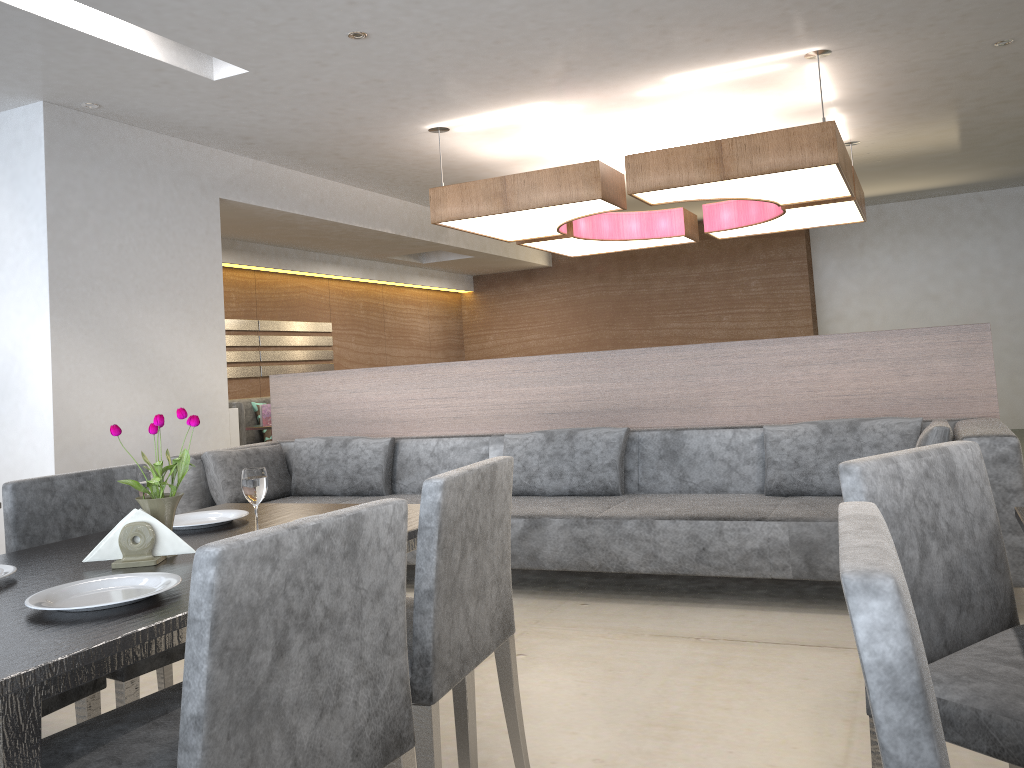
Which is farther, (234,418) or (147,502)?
(234,418)

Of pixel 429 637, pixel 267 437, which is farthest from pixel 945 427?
pixel 267 437

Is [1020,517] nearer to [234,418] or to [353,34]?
[353,34]

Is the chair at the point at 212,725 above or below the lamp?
below

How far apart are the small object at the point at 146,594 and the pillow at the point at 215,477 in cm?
308

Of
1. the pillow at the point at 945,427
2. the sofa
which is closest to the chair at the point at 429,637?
the sofa

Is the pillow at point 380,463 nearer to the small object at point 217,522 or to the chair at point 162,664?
the chair at point 162,664

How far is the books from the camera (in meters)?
6.54

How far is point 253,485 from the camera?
1.8m

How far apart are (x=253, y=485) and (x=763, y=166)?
3.6m
